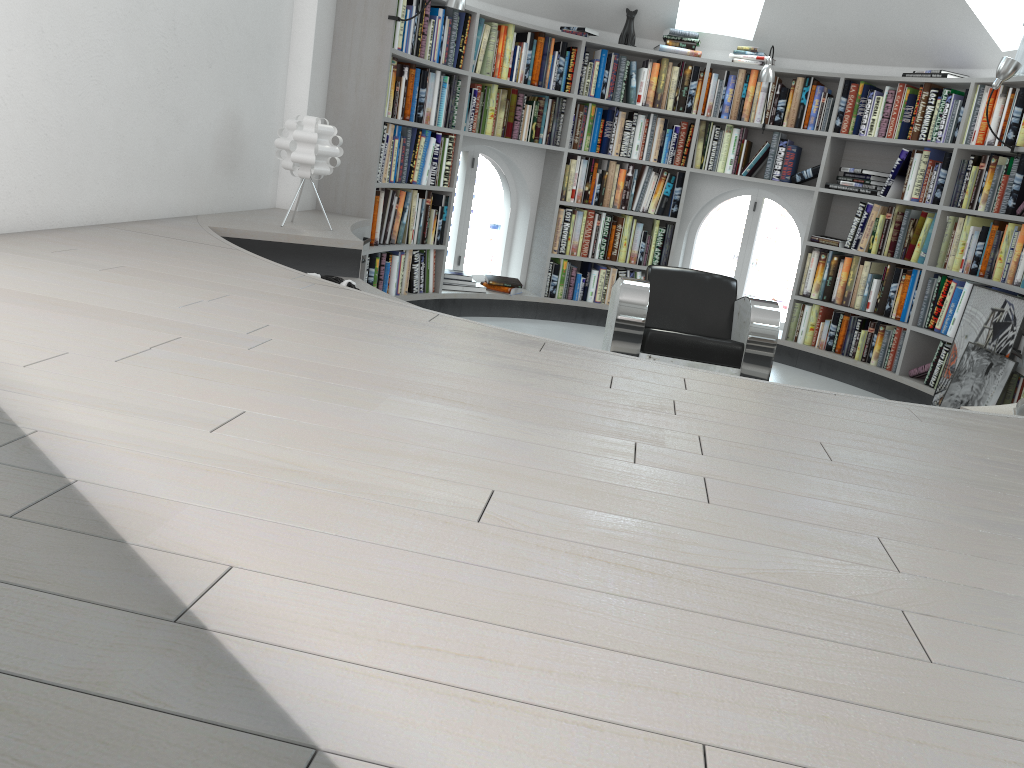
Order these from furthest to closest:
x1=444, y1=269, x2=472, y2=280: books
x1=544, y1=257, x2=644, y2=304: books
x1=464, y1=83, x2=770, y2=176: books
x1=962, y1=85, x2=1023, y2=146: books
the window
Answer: the window → x1=544, y1=257, x2=644, y2=304: books → x1=444, y1=269, x2=472, y2=280: books → x1=464, y1=83, x2=770, y2=176: books → x1=962, y1=85, x2=1023, y2=146: books

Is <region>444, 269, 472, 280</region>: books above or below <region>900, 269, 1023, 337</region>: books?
below

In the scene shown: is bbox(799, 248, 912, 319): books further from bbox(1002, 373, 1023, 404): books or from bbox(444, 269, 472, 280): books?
bbox(444, 269, 472, 280): books

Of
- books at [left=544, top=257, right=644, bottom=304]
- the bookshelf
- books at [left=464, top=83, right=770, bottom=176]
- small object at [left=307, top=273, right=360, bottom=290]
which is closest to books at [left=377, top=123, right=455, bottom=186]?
the bookshelf

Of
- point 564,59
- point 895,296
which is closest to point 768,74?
point 564,59

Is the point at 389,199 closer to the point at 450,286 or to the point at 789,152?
the point at 450,286

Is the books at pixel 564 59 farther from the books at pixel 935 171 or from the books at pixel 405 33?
the books at pixel 935 171

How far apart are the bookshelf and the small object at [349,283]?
1.4m

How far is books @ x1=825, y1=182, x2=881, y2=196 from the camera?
5.9 meters

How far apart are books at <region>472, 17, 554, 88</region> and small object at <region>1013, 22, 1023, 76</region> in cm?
289
